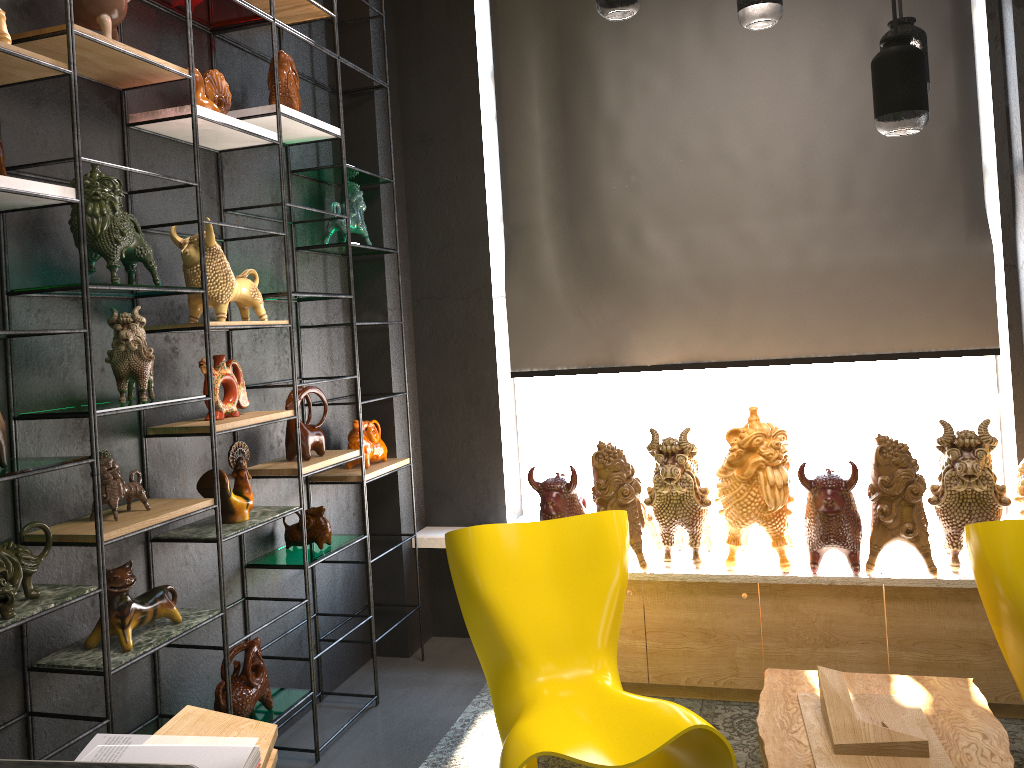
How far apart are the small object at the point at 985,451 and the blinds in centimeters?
66cm

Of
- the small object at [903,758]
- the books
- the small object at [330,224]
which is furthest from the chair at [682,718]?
the small object at [330,224]

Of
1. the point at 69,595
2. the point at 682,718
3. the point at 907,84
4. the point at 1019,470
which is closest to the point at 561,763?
the point at 682,718

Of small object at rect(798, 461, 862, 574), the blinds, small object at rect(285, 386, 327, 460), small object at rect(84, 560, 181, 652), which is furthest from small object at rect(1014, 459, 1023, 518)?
small object at rect(84, 560, 181, 652)

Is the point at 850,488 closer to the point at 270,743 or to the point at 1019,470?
the point at 1019,470

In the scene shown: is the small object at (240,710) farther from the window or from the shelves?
the window

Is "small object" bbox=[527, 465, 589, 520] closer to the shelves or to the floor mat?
the shelves

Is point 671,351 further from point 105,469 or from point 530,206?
point 105,469

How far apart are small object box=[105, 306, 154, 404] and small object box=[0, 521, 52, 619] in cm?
41

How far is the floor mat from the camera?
3.19m
